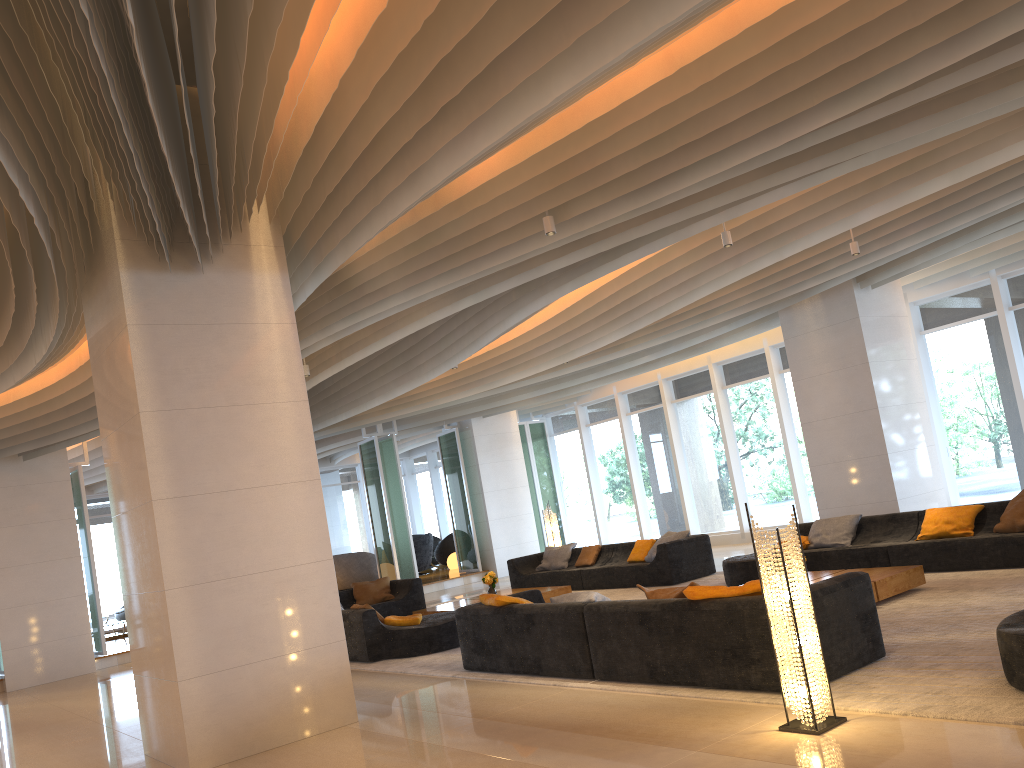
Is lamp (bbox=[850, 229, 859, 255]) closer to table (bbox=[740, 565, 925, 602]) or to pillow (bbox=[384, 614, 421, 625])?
table (bbox=[740, 565, 925, 602])

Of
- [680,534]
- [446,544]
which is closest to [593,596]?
[680,534]

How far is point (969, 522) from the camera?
9.1m

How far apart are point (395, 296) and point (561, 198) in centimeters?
227cm

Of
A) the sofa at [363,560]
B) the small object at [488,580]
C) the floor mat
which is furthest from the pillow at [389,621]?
the sofa at [363,560]

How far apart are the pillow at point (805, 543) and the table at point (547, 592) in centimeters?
331cm

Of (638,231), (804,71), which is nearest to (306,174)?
(638,231)

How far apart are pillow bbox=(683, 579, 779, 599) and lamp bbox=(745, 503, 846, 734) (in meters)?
0.76

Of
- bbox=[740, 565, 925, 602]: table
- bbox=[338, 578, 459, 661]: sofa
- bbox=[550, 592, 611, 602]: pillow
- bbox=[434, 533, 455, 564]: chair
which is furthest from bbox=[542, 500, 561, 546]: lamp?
bbox=[550, 592, 611, 602]: pillow

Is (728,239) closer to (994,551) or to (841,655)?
(994,551)
